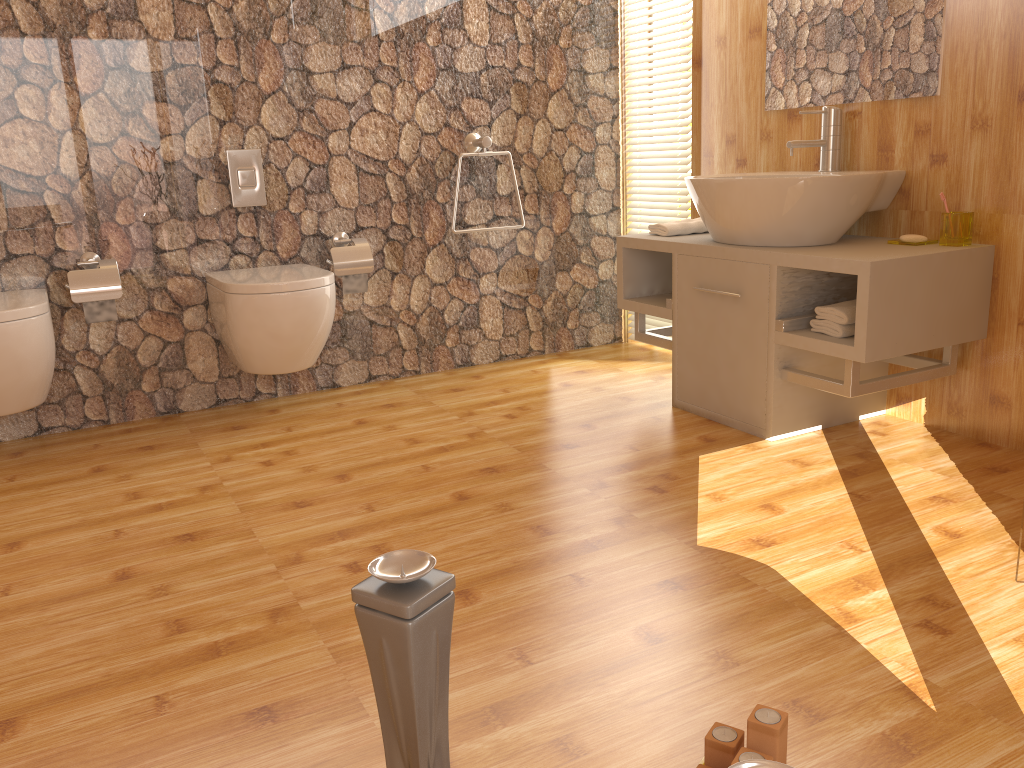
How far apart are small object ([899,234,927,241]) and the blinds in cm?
118

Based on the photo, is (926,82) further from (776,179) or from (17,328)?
(17,328)

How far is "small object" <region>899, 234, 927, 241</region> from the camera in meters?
2.6

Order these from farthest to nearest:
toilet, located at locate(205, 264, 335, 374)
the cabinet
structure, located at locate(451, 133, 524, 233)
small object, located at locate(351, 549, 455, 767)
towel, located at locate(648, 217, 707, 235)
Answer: structure, located at locate(451, 133, 524, 233)
towel, located at locate(648, 217, 707, 235)
toilet, located at locate(205, 264, 335, 374)
the cabinet
small object, located at locate(351, 549, 455, 767)

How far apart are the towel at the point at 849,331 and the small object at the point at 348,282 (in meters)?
1.64

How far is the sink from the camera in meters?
2.5

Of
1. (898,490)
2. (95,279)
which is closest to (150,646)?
(95,279)

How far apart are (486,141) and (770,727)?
2.72m

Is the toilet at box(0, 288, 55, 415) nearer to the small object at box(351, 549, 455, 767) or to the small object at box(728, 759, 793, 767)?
the small object at box(351, 549, 455, 767)

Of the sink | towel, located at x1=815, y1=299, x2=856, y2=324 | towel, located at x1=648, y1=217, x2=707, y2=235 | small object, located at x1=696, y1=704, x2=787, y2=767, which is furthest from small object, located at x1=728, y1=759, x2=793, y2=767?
towel, located at x1=648, y1=217, x2=707, y2=235
